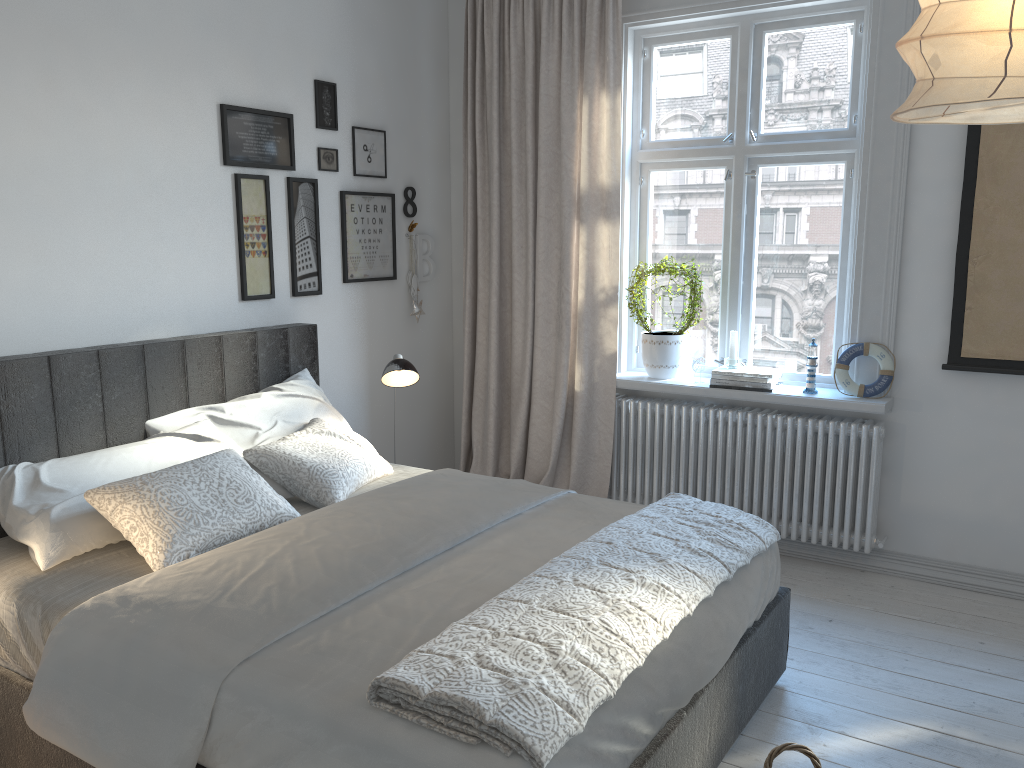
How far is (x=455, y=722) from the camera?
1.59m

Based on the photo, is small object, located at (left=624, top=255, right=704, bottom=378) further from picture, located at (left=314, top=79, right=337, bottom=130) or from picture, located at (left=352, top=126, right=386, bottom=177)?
picture, located at (left=314, top=79, right=337, bottom=130)

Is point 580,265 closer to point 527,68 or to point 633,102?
point 633,102

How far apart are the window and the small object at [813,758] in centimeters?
198cm

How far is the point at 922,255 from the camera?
3.5m

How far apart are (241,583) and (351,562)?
0.27m

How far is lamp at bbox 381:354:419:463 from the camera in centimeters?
354cm

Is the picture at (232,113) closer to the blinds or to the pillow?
the blinds

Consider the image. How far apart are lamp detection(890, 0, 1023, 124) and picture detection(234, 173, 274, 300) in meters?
2.8 m

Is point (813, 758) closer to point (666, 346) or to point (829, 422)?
point (829, 422)
